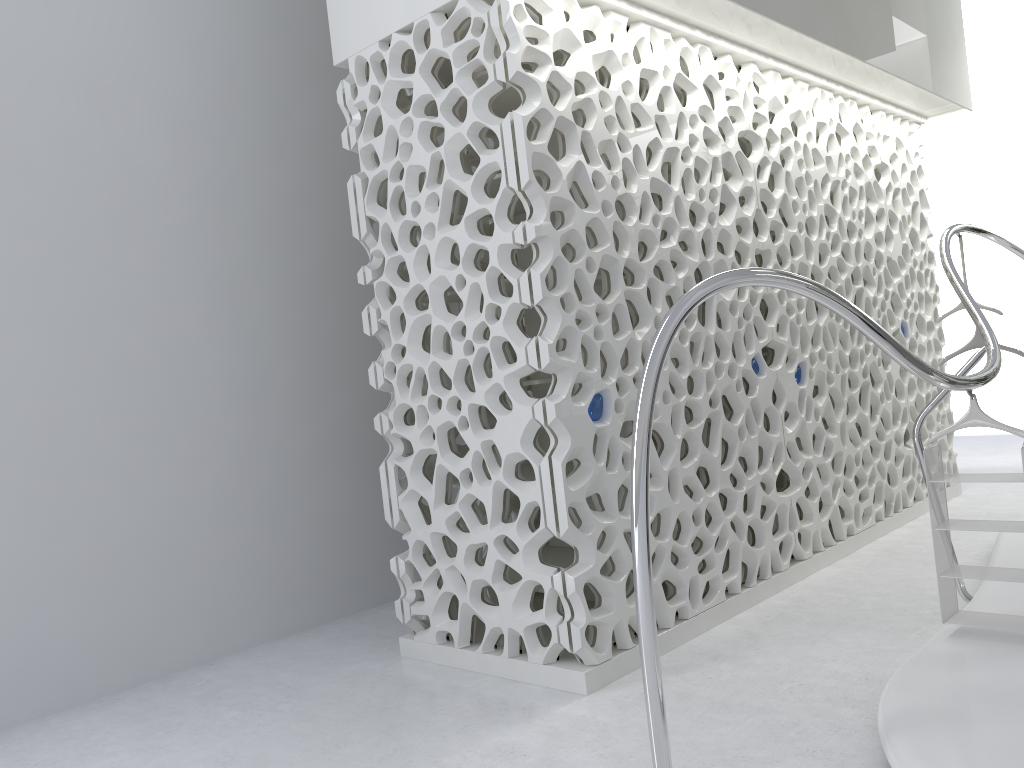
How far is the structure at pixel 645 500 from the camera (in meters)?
2.74

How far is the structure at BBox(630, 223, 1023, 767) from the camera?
2.74m

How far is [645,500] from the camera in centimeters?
274cm
